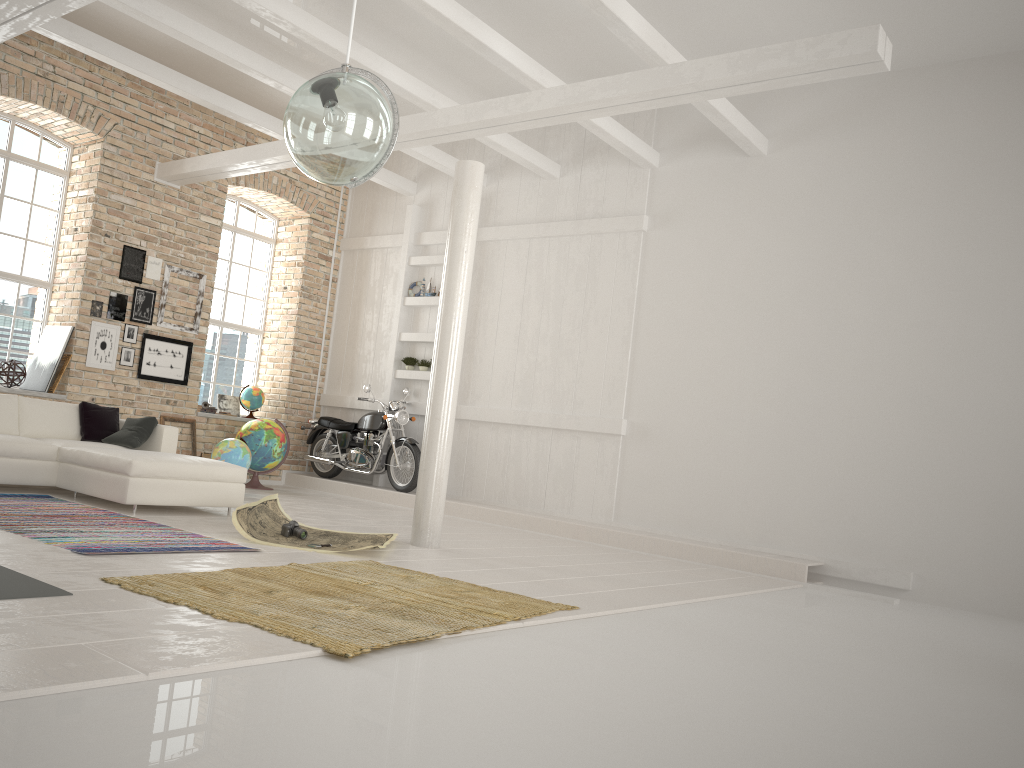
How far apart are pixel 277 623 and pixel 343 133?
2.1m

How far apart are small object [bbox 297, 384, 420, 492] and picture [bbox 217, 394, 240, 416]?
1.08m

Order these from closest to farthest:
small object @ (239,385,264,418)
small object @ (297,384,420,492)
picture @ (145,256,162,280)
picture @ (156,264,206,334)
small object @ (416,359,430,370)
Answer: picture @ (145,256,162,280) < picture @ (156,264,206,334) < small object @ (297,384,420,492) < small object @ (416,359,430,370) < small object @ (239,385,264,418)

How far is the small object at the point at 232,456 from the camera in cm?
954

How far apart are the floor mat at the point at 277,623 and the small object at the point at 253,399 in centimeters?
646cm

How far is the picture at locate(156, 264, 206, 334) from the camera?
10.6m

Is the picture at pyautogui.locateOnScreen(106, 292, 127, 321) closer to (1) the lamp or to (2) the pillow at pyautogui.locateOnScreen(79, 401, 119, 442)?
(2) the pillow at pyautogui.locateOnScreen(79, 401, 119, 442)

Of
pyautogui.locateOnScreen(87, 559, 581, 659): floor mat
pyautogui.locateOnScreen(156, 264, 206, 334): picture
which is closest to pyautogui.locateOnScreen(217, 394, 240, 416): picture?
pyautogui.locateOnScreen(156, 264, 206, 334): picture

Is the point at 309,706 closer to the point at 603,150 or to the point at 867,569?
the point at 867,569

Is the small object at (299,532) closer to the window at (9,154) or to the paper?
the paper
